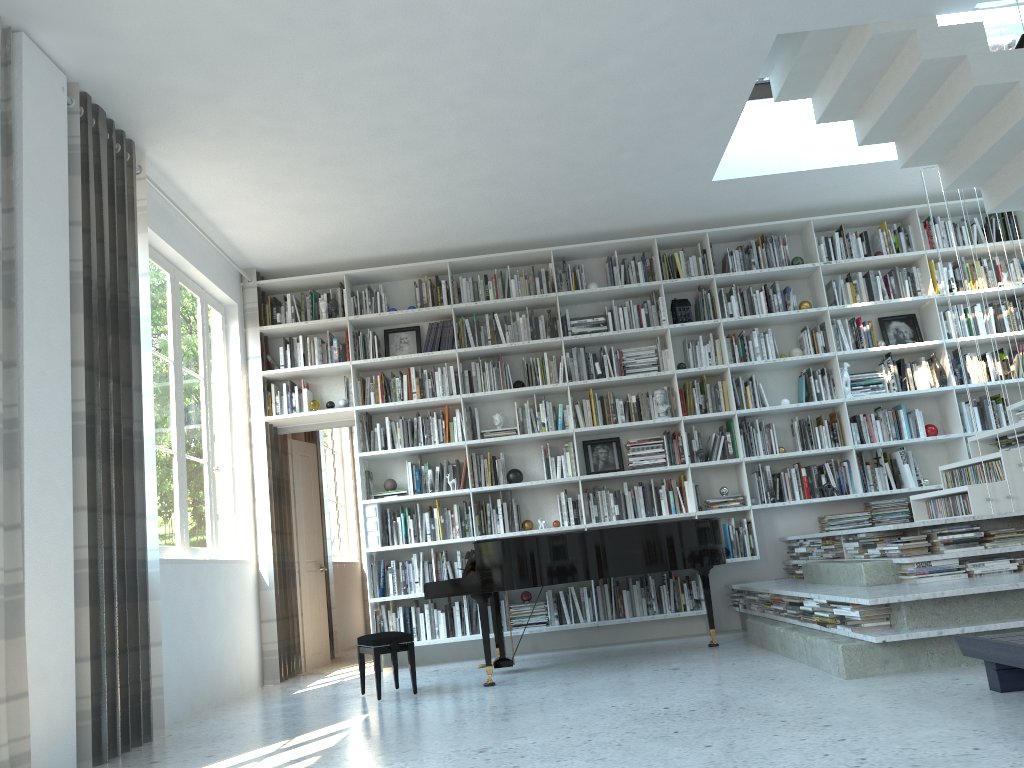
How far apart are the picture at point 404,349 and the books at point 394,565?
1.7 meters

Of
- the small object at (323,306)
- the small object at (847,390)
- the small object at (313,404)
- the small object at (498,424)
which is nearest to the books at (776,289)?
the small object at (847,390)

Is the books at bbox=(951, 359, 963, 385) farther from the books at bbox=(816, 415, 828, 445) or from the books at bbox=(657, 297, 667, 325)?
the books at bbox=(657, 297, 667, 325)

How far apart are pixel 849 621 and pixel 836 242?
3.95m

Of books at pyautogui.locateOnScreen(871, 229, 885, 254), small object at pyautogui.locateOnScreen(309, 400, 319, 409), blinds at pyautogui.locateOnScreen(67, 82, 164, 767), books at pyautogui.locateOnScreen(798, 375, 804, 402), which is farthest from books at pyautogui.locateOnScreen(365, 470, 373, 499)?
books at pyautogui.locateOnScreen(871, 229, 885, 254)

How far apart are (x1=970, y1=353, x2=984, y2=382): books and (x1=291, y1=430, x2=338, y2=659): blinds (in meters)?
5.67

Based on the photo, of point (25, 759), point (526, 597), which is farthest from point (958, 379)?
point (25, 759)

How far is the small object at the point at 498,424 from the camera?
7.0m

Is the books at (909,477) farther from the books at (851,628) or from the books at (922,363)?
the books at (851,628)

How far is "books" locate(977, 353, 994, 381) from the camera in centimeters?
696cm
